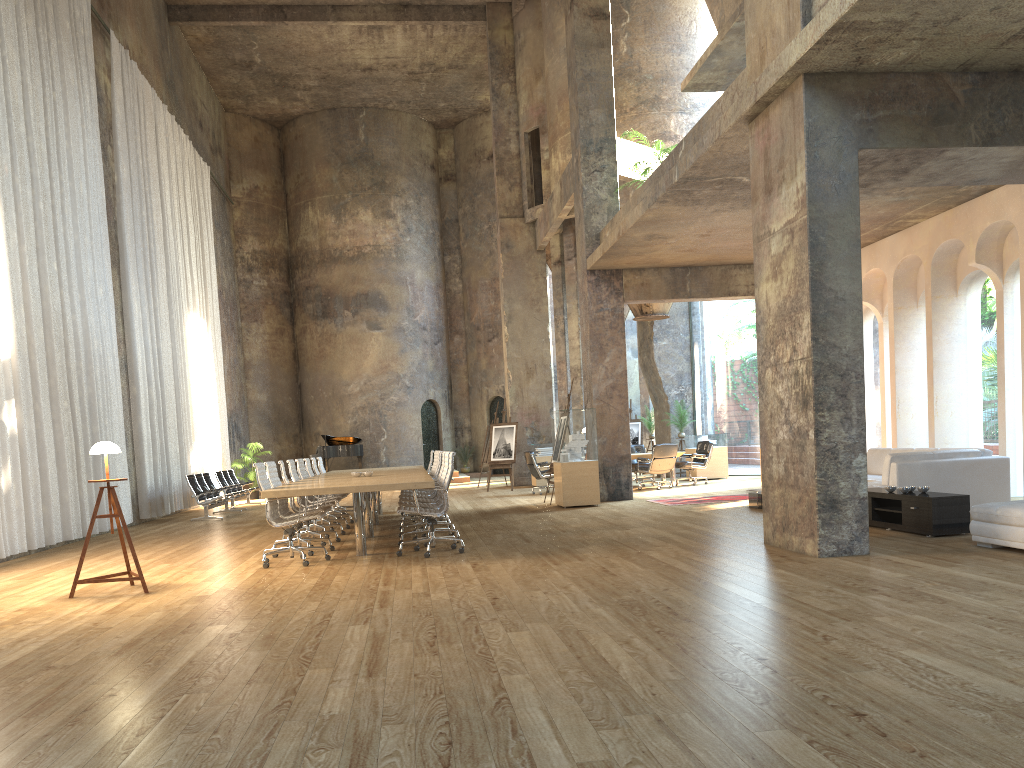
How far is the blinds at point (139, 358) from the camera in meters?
16.0 m

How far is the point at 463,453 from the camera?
28.8m

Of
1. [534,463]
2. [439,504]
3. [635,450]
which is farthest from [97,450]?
[635,450]

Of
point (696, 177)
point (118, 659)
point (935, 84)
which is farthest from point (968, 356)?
point (118, 659)

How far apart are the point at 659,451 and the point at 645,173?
5.4m

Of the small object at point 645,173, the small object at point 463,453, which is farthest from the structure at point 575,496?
the small object at point 645,173

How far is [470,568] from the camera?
7.57m

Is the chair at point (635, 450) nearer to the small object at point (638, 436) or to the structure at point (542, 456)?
the structure at point (542, 456)

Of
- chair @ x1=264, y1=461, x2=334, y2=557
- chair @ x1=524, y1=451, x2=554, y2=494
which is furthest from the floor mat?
chair @ x1=264, y1=461, x2=334, y2=557

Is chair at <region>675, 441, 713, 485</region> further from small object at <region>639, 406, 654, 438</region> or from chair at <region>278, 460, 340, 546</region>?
chair at <region>278, 460, 340, 546</region>
